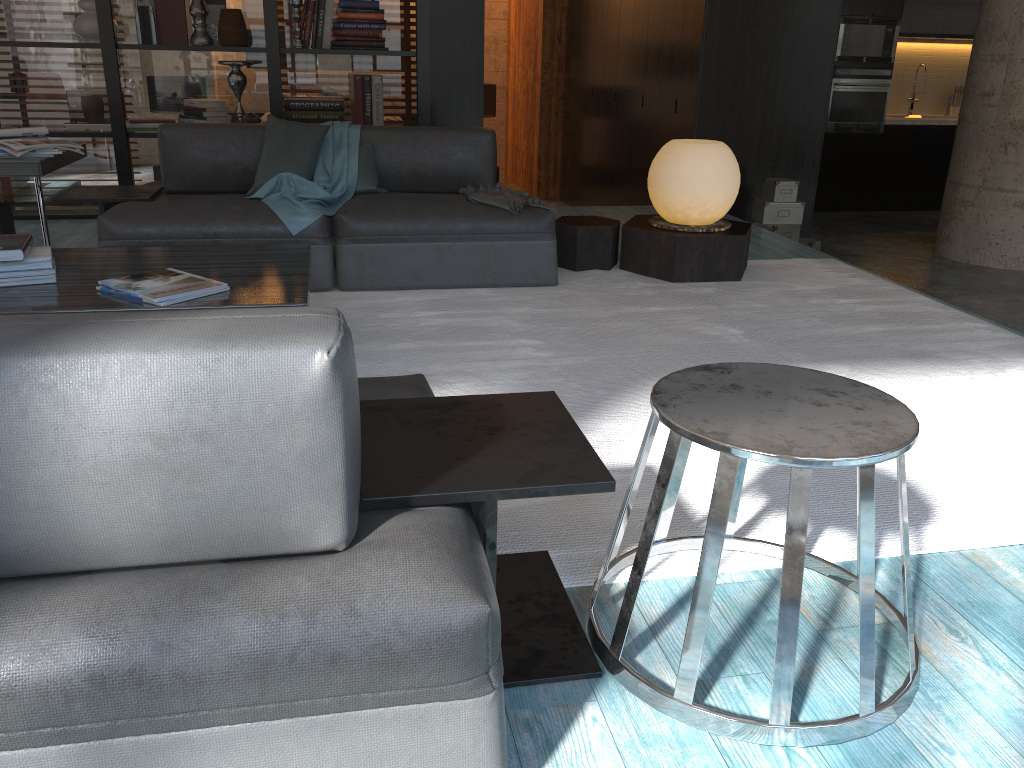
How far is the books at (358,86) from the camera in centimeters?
584cm

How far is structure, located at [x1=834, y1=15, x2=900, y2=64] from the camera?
8.8 meters

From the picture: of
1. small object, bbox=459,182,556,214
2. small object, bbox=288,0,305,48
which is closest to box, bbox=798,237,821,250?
small object, bbox=459,182,556,214

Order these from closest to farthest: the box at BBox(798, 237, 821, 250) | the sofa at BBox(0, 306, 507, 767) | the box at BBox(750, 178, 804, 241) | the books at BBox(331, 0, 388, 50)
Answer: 1. the sofa at BBox(0, 306, 507, 767)
2. the books at BBox(331, 0, 388, 50)
3. the box at BBox(750, 178, 804, 241)
4. the box at BBox(798, 237, 821, 250)

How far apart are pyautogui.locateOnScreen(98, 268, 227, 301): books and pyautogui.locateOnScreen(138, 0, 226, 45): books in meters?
3.5 m

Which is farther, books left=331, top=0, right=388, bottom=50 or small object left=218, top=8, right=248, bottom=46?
books left=331, top=0, right=388, bottom=50

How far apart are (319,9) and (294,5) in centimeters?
18cm

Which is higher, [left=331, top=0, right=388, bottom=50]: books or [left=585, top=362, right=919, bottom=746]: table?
[left=331, top=0, right=388, bottom=50]: books

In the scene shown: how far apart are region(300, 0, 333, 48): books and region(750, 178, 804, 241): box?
3.0 meters

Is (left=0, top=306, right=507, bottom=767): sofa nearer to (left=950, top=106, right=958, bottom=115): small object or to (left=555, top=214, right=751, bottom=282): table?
(left=555, top=214, right=751, bottom=282): table
